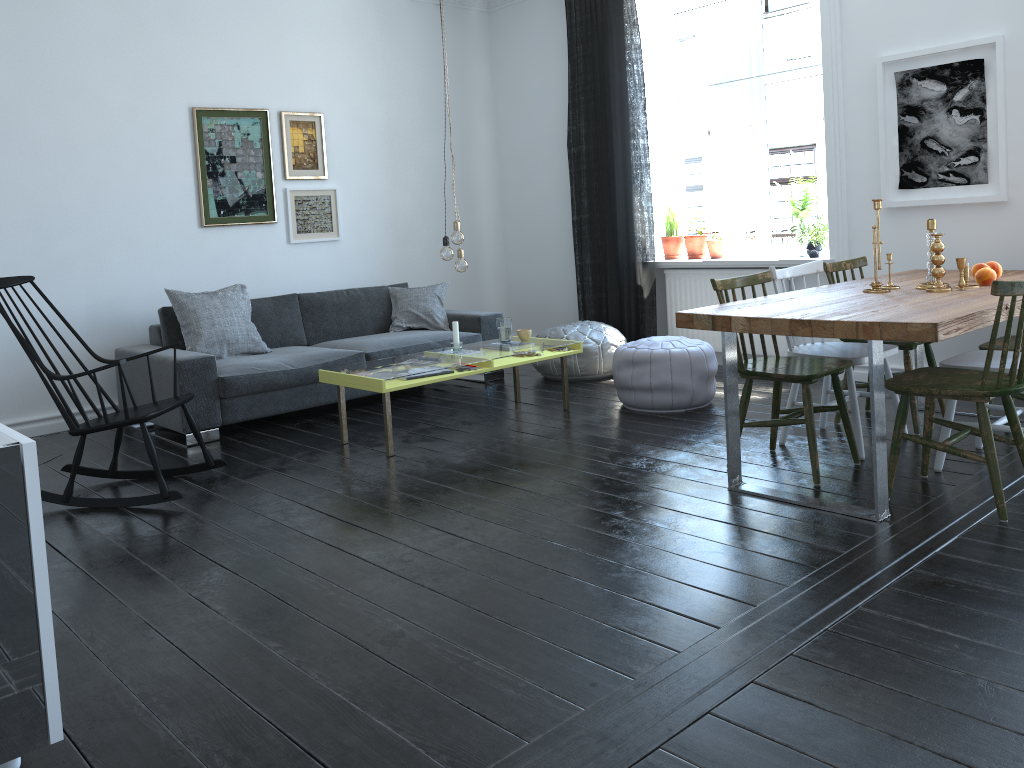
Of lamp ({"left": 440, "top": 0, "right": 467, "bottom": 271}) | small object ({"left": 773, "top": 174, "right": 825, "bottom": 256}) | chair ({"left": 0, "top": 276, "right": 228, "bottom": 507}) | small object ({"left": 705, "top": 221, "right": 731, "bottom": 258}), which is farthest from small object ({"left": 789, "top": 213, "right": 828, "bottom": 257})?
chair ({"left": 0, "top": 276, "right": 228, "bottom": 507})

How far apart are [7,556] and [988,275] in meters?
3.8 m

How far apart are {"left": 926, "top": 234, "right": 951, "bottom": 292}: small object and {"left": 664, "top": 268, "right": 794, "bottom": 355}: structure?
2.2 meters

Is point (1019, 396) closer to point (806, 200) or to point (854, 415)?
point (854, 415)

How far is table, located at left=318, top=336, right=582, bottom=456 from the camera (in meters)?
4.38

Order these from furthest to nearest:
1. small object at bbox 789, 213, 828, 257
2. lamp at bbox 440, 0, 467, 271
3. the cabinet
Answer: small object at bbox 789, 213, 828, 257 < lamp at bbox 440, 0, 467, 271 < the cabinet

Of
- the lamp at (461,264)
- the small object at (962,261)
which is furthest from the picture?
the lamp at (461,264)

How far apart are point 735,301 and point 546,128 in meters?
3.9 m

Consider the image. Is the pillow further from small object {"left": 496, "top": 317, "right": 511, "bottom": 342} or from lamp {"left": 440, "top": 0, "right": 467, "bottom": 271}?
lamp {"left": 440, "top": 0, "right": 467, "bottom": 271}

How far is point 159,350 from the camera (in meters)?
4.20
